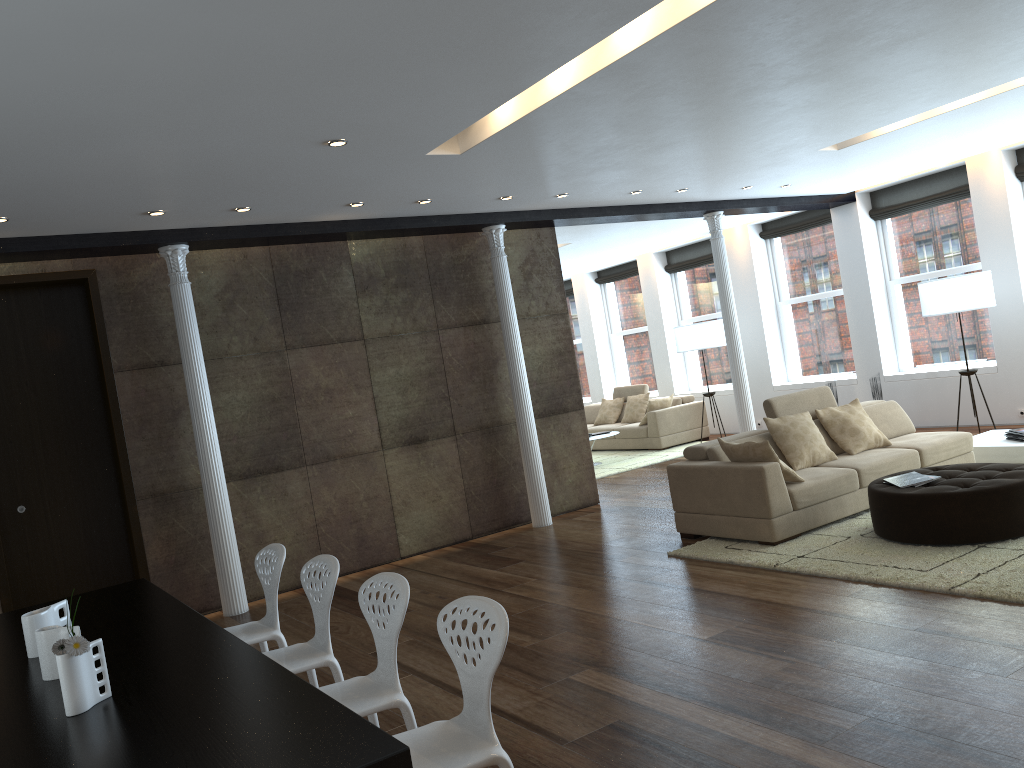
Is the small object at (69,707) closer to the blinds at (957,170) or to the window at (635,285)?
the blinds at (957,170)

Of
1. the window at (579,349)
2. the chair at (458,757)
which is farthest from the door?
the window at (579,349)

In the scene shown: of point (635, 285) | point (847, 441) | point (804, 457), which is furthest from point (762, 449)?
point (635, 285)

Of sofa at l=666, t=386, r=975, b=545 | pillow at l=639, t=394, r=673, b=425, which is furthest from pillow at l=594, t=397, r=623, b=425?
sofa at l=666, t=386, r=975, b=545

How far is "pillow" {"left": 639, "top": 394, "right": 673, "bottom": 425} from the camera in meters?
12.8 m

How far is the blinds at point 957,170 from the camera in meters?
10.3

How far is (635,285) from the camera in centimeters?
1537cm

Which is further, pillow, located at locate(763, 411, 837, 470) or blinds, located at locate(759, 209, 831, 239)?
blinds, located at locate(759, 209, 831, 239)

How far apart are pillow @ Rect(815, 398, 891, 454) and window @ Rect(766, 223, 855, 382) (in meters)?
4.60

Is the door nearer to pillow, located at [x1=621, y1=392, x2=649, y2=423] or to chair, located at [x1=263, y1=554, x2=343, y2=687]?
chair, located at [x1=263, y1=554, x2=343, y2=687]
